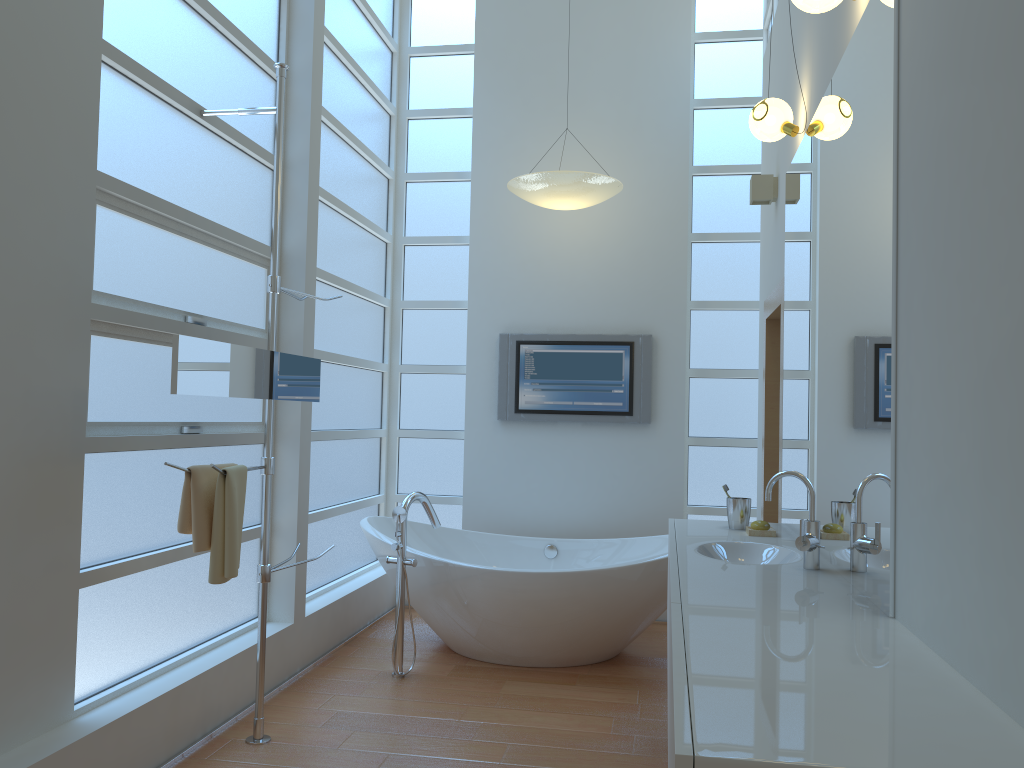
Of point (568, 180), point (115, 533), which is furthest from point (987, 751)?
point (568, 180)

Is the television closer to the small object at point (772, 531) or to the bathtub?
the bathtub

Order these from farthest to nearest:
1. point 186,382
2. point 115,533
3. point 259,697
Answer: point 259,697
point 115,533
point 186,382

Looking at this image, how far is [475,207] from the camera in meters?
5.3

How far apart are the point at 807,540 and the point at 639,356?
2.74m

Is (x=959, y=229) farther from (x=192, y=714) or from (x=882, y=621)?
(x=192, y=714)

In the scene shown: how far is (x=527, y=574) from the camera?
3.93m

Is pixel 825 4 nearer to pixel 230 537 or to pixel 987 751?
pixel 987 751

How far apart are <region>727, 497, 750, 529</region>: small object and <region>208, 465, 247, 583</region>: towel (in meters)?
1.76

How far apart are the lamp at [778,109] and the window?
2.0m
